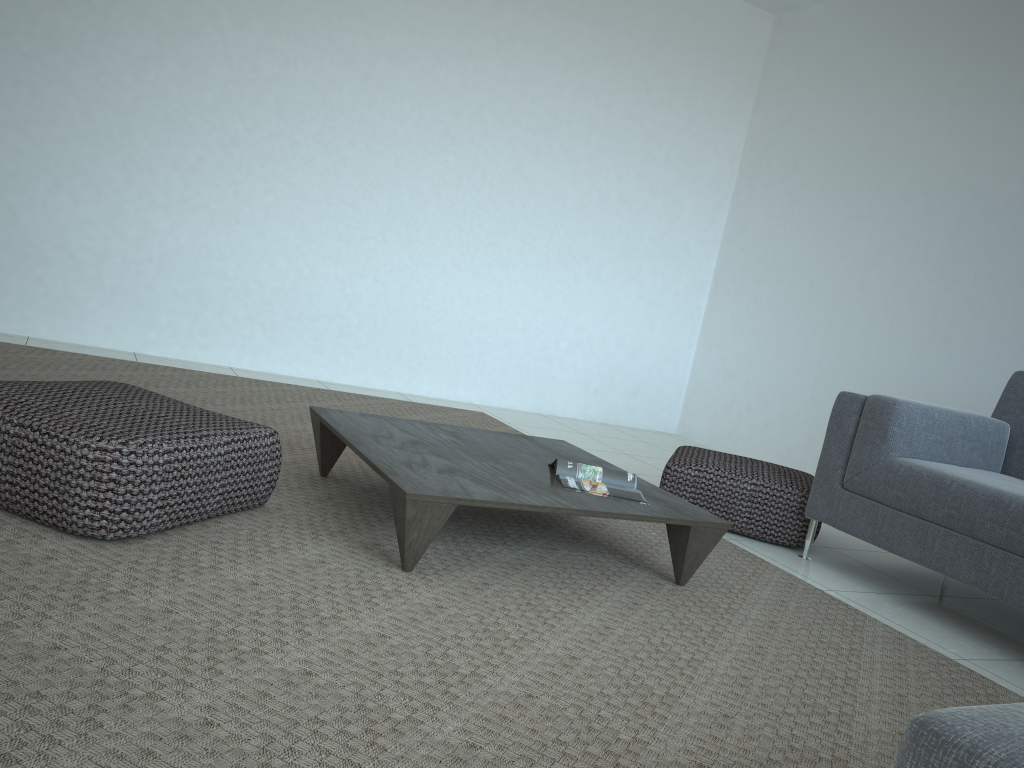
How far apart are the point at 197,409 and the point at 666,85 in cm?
445

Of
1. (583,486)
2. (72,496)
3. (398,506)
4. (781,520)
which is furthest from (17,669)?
(781,520)

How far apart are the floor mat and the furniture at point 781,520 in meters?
0.2

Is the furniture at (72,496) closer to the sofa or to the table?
the table

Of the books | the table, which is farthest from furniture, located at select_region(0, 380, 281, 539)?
the books

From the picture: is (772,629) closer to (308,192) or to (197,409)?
(197,409)

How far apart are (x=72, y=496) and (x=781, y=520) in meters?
2.5 m

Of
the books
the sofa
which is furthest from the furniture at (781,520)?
the books

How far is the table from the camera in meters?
2.2 m

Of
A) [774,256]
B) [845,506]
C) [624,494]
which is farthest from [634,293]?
[624,494]
